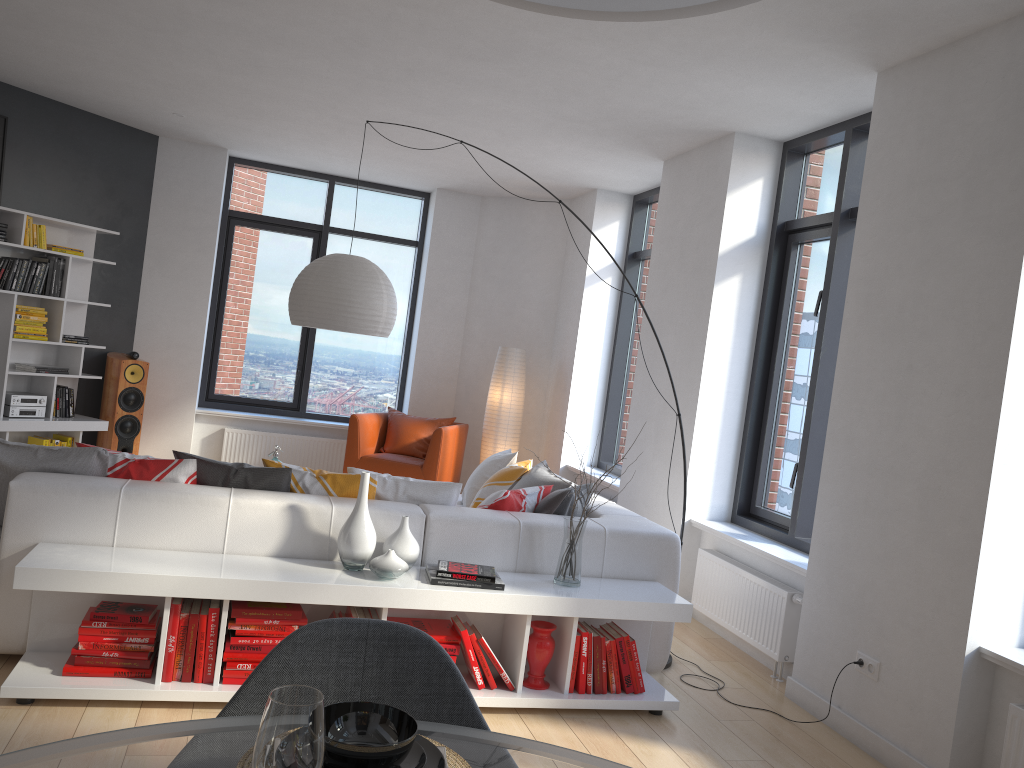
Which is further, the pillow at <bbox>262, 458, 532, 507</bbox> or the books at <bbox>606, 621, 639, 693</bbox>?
the pillow at <bbox>262, 458, 532, 507</bbox>

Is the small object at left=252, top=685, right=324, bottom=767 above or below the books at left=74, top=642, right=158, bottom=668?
above

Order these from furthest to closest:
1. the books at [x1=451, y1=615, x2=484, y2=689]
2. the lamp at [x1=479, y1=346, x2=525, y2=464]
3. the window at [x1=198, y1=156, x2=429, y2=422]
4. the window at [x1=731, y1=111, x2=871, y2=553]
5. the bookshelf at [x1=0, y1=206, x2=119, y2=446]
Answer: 1. the window at [x1=198, y1=156, x2=429, y2=422]
2. the lamp at [x1=479, y1=346, x2=525, y2=464]
3. the bookshelf at [x1=0, y1=206, x2=119, y2=446]
4. the window at [x1=731, y1=111, x2=871, y2=553]
5. the books at [x1=451, y1=615, x2=484, y2=689]

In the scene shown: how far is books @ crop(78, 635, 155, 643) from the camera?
3.2 meters

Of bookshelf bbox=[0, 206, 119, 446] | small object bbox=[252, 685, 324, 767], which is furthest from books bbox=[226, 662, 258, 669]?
bookshelf bbox=[0, 206, 119, 446]

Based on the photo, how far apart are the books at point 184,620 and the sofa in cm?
23

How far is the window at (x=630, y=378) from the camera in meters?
7.6

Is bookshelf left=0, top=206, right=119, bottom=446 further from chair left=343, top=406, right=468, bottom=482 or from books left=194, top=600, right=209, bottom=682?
books left=194, top=600, right=209, bottom=682

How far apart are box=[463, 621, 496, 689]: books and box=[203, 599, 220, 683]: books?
0.99m

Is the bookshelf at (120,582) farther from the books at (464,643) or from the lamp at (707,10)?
the lamp at (707,10)
